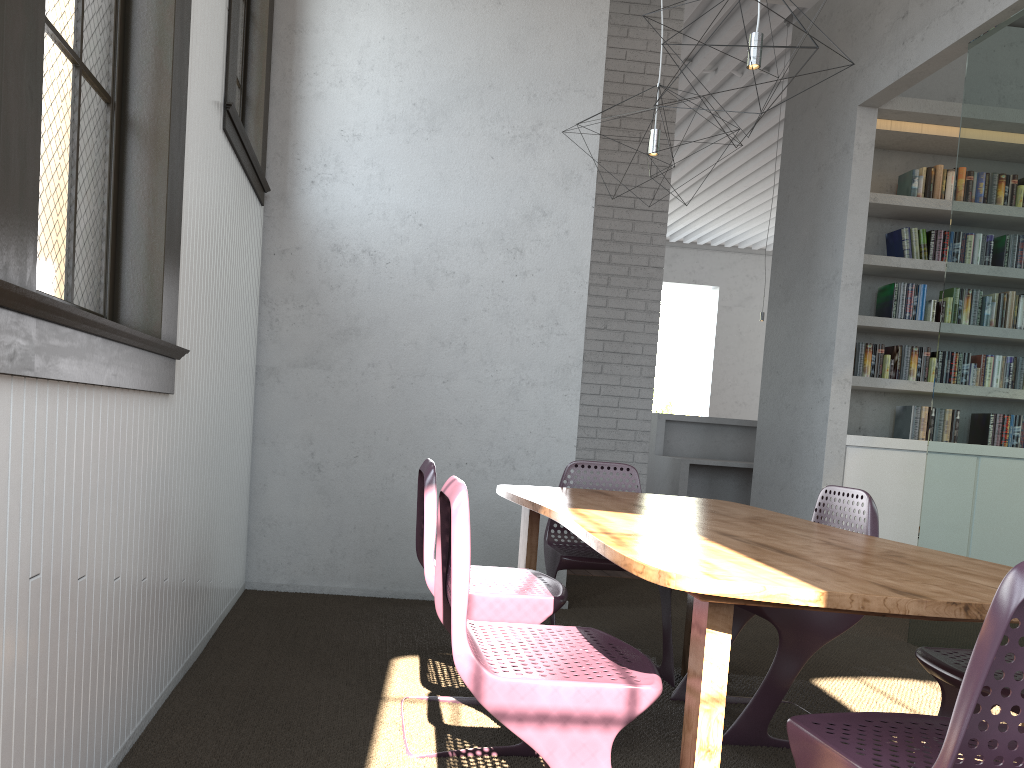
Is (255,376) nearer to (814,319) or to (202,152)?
(202,152)
